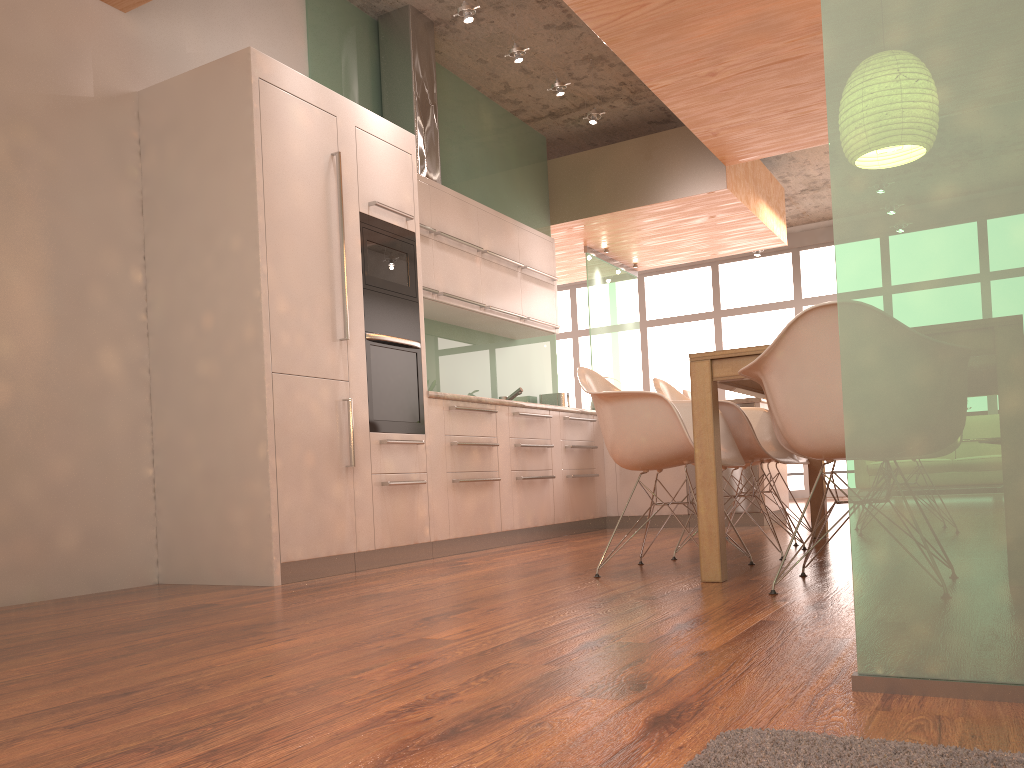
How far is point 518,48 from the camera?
5.49m

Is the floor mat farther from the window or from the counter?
the window

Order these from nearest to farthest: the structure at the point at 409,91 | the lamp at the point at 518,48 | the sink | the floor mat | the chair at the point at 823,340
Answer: the floor mat < the chair at the point at 823,340 < the lamp at the point at 518,48 < the structure at the point at 409,91 < the sink

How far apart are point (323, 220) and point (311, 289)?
0.4m

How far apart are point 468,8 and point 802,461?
3.1 meters

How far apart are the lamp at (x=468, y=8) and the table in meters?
2.8

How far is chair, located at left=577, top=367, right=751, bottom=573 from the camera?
3.3 meters

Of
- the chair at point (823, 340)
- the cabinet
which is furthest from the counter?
the chair at point (823, 340)

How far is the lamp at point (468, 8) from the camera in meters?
5.0 m

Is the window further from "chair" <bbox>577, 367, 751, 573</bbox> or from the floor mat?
the floor mat
